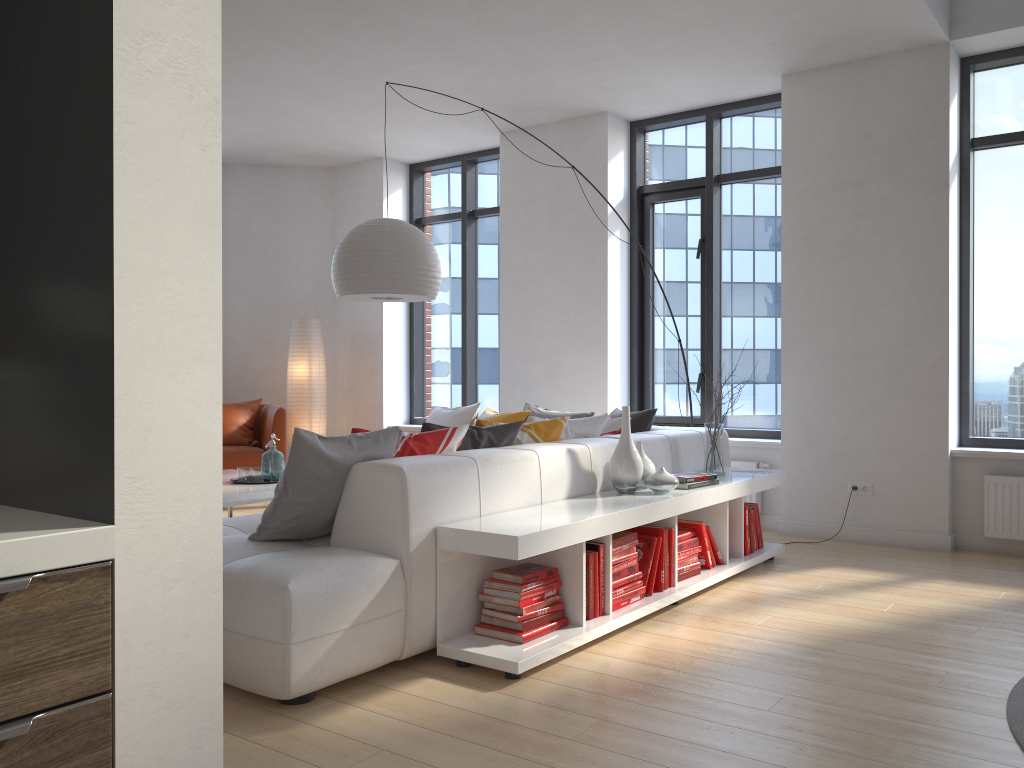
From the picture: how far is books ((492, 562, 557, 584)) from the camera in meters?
3.2

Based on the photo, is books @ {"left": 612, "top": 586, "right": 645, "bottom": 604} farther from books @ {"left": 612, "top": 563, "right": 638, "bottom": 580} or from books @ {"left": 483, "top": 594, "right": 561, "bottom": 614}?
books @ {"left": 483, "top": 594, "right": 561, "bottom": 614}

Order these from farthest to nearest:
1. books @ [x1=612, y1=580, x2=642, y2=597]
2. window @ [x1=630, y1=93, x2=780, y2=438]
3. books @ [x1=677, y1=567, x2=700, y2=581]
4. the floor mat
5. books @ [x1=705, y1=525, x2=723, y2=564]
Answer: window @ [x1=630, y1=93, x2=780, y2=438] < books @ [x1=705, y1=525, x2=723, y2=564] < books @ [x1=677, y1=567, x2=700, y2=581] < books @ [x1=612, y1=580, x2=642, y2=597] < the floor mat

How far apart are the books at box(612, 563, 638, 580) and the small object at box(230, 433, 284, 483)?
2.2m

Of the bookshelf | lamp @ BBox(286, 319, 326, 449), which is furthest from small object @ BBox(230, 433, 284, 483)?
lamp @ BBox(286, 319, 326, 449)

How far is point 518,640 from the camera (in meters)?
3.16

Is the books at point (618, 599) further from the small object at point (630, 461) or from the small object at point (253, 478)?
the small object at point (253, 478)

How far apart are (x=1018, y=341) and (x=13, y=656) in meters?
5.8 m

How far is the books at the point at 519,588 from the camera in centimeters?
321cm

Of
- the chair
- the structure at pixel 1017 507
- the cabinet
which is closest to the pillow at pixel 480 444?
the structure at pixel 1017 507
